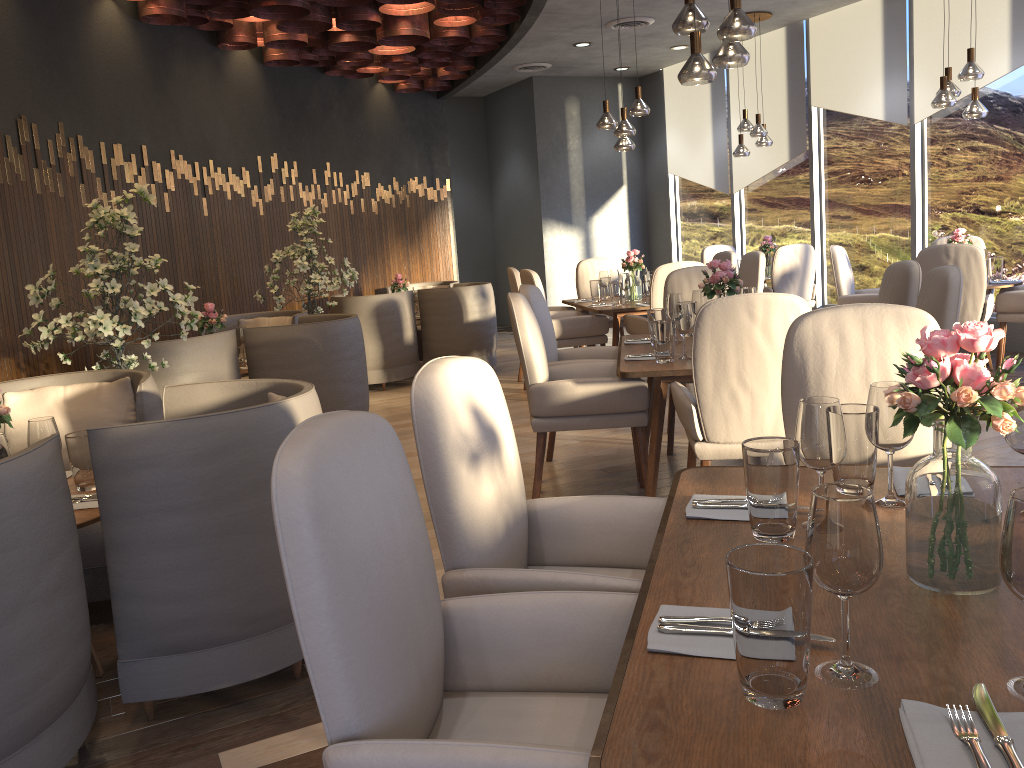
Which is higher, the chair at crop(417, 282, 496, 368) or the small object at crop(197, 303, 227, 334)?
the small object at crop(197, 303, 227, 334)

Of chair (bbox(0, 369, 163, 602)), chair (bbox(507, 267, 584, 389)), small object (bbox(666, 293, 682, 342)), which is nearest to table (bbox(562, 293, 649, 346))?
chair (bbox(507, 267, 584, 389))

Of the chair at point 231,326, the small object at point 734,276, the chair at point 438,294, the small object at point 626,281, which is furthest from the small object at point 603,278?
the small object at point 734,276

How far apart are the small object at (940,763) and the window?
7.4 meters

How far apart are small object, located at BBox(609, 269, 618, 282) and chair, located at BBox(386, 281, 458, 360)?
2.27m

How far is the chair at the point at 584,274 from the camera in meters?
8.1 m

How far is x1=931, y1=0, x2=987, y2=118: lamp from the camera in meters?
6.2 m

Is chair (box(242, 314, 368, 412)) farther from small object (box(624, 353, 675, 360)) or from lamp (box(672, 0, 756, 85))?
lamp (box(672, 0, 756, 85))

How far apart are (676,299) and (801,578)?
3.42m

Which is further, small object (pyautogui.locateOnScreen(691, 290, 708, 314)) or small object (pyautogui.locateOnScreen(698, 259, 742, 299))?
small object (pyautogui.locateOnScreen(691, 290, 708, 314))
